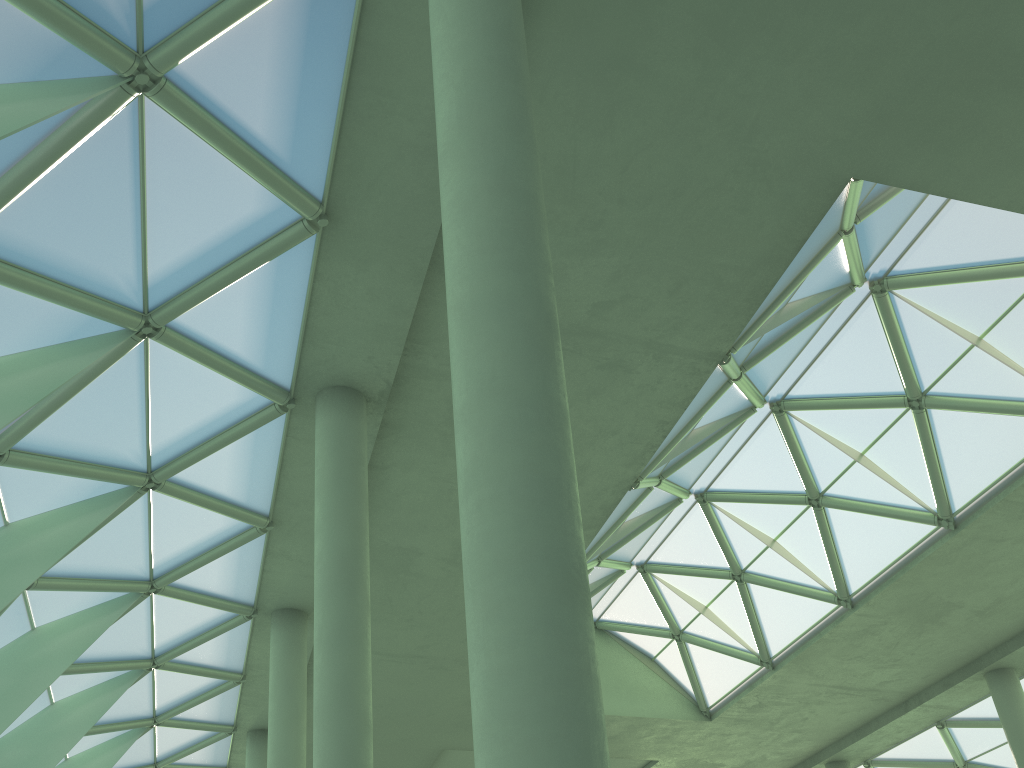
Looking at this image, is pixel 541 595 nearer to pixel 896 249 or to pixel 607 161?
pixel 607 161

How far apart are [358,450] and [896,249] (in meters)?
14.11

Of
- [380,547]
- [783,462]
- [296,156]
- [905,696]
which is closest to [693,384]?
[783,462]
